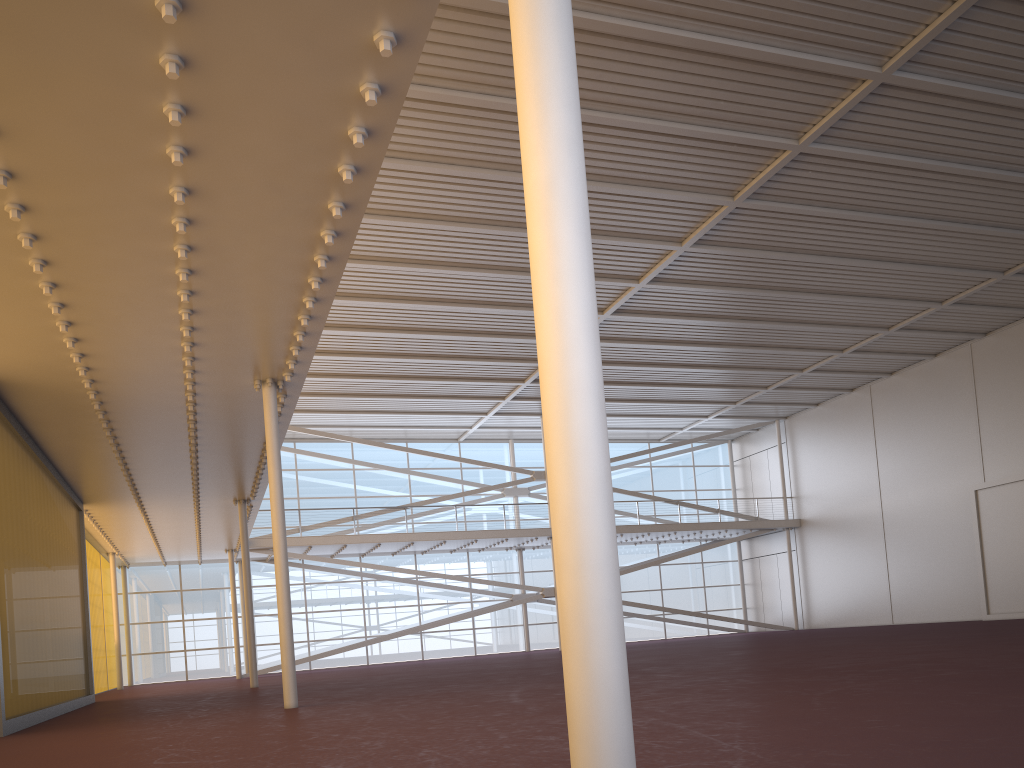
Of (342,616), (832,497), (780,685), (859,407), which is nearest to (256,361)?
(780,685)
